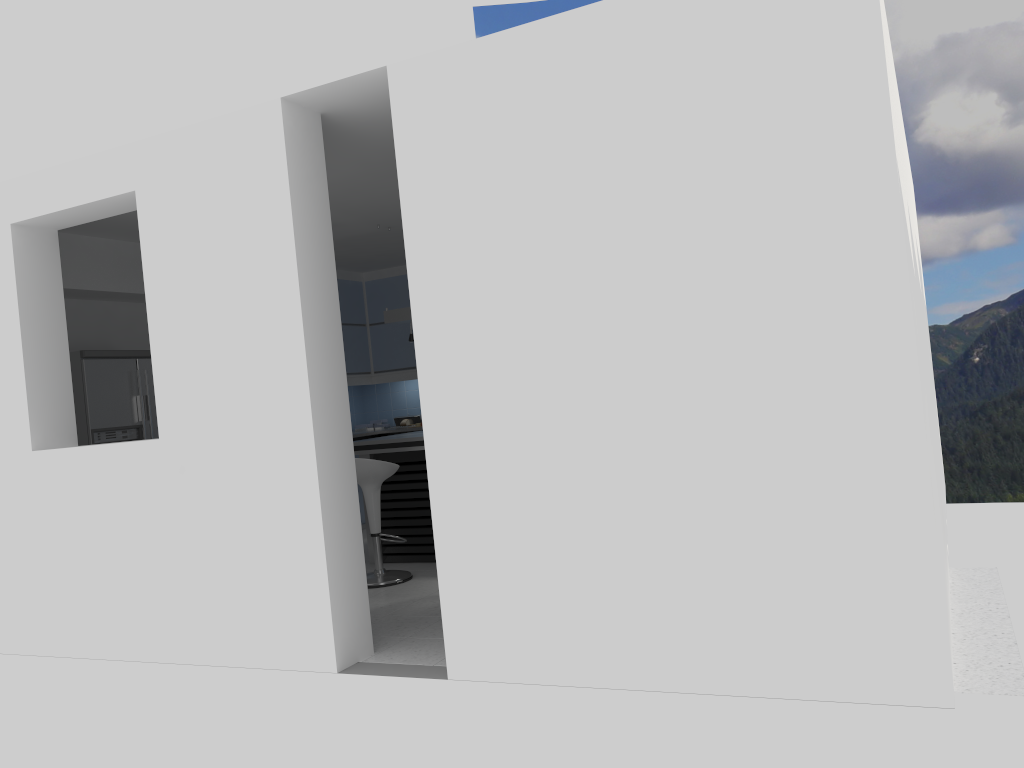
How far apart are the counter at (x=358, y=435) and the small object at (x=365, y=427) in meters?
0.5

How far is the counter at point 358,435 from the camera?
9.0 meters

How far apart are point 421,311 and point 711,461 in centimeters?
141cm

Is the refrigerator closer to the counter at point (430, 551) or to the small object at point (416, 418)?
the counter at point (430, 551)

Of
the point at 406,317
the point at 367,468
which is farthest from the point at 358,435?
the point at 367,468

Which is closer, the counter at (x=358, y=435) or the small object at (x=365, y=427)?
the counter at (x=358, y=435)

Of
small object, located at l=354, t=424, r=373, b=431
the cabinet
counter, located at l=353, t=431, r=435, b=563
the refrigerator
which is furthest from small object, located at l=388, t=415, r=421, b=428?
the refrigerator

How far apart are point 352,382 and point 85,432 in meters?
3.6 m

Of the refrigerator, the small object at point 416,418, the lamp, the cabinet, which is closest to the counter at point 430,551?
the lamp

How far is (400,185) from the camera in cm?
391
